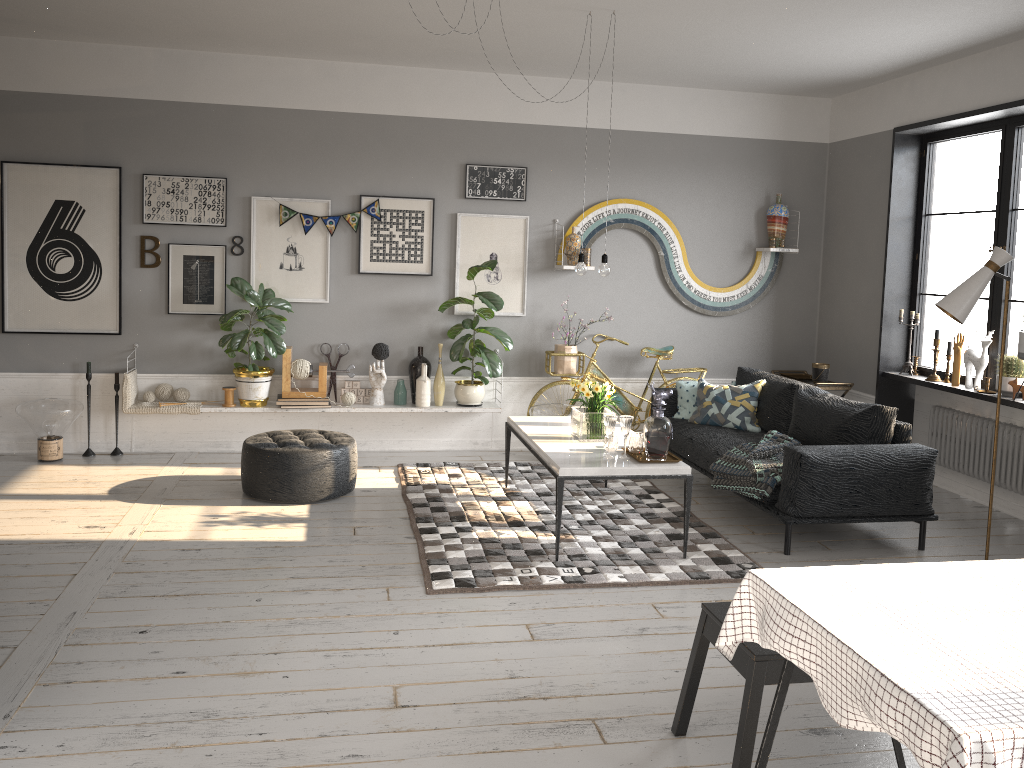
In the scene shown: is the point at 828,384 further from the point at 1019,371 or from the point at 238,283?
the point at 238,283

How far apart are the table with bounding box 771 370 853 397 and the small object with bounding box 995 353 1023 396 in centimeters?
141cm

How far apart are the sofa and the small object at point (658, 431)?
0.71m

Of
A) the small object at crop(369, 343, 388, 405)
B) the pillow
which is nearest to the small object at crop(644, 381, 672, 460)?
the pillow

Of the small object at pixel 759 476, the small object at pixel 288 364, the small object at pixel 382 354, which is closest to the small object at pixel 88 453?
the small object at pixel 288 364

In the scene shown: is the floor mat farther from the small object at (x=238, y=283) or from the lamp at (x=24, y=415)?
the lamp at (x=24, y=415)

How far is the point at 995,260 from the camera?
4.4m

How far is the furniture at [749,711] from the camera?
2.6 meters

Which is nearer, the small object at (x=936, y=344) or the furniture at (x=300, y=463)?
the furniture at (x=300, y=463)

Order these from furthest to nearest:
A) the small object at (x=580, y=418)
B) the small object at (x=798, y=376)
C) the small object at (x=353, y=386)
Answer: the small object at (x=798, y=376) → the small object at (x=353, y=386) → the small object at (x=580, y=418)
